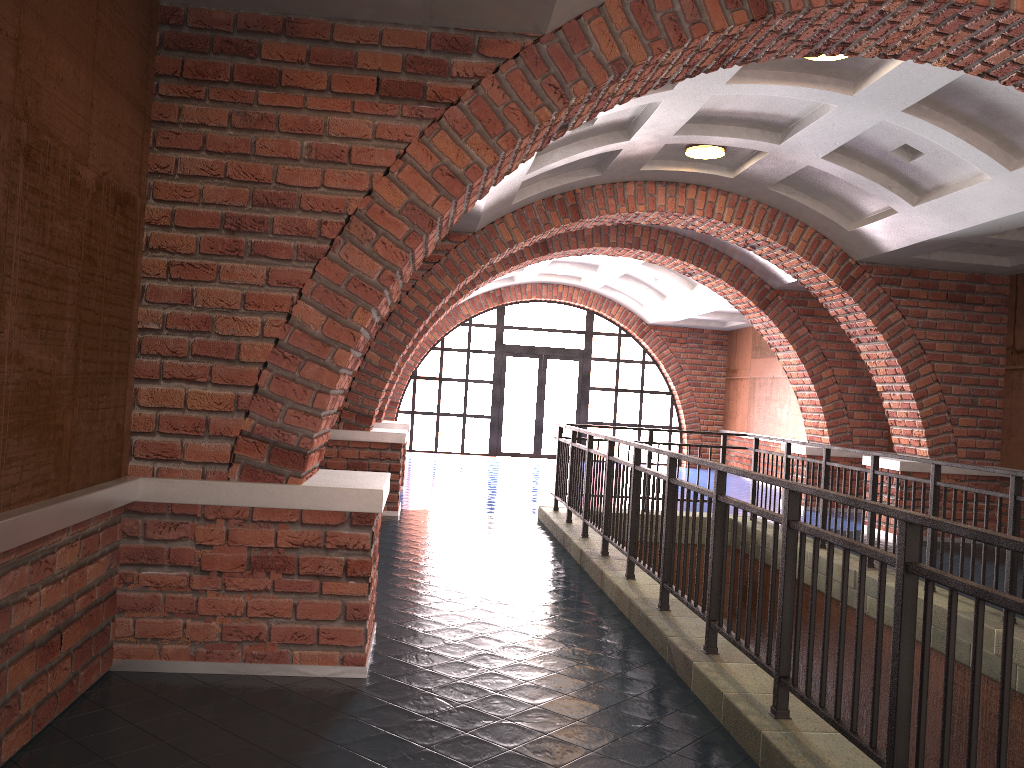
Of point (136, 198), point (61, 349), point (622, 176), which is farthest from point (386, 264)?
point (622, 176)

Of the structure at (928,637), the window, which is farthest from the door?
the structure at (928,637)

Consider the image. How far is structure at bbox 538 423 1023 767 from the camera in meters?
2.5

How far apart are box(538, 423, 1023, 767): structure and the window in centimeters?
920cm

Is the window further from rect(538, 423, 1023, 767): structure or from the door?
rect(538, 423, 1023, 767): structure

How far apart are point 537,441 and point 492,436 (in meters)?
0.98

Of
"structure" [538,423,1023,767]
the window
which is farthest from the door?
"structure" [538,423,1023,767]

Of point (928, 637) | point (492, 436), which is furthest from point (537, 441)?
point (928, 637)

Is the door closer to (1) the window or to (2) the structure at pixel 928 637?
(1) the window

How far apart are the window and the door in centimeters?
15cm
